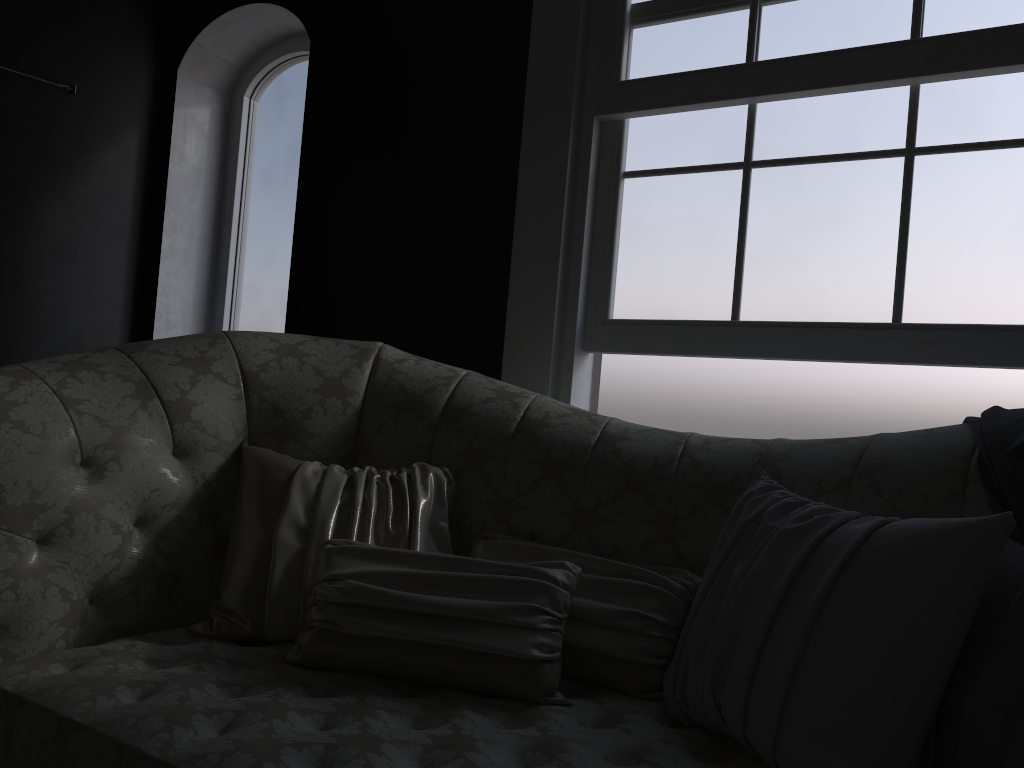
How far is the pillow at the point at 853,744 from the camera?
1.3m

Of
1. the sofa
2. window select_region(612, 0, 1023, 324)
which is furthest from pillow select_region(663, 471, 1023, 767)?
window select_region(612, 0, 1023, 324)

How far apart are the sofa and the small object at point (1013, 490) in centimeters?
1cm

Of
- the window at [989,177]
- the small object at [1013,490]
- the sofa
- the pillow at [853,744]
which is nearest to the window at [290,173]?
the sofa

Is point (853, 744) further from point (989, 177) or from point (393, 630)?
point (989, 177)

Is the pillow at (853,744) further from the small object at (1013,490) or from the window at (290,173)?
the window at (290,173)

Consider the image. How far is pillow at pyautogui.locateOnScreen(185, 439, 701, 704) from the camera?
1.59m

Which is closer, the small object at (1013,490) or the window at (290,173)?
the small object at (1013,490)

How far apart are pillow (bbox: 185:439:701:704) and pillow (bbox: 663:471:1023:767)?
0.0m

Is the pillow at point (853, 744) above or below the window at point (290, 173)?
below
